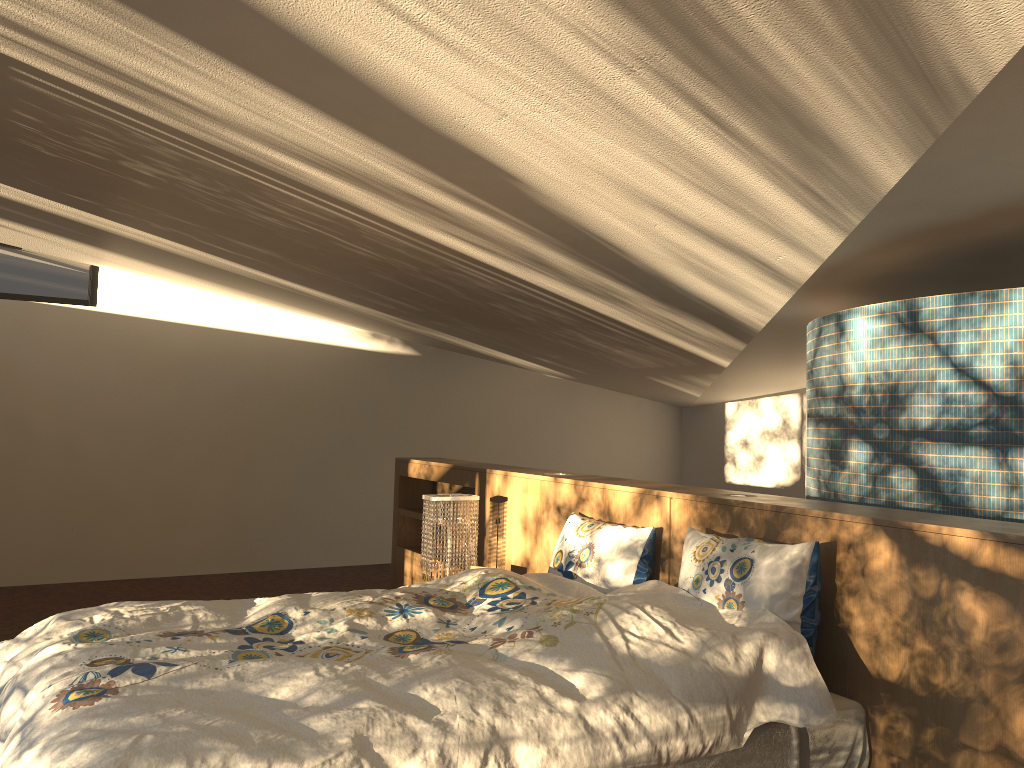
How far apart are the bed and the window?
4.44m

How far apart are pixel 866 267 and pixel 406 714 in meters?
2.8 m

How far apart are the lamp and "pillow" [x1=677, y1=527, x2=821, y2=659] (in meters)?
1.50

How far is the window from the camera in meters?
6.4 m

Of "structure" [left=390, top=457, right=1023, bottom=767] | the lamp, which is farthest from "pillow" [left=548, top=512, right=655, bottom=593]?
the lamp

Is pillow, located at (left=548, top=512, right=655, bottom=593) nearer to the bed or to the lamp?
the bed

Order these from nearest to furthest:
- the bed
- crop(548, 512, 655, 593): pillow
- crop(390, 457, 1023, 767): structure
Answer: the bed
crop(390, 457, 1023, 767): structure
crop(548, 512, 655, 593): pillow

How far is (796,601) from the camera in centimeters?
245cm

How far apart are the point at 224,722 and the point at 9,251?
5.8m

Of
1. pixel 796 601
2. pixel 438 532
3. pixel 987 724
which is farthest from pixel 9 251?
pixel 987 724
